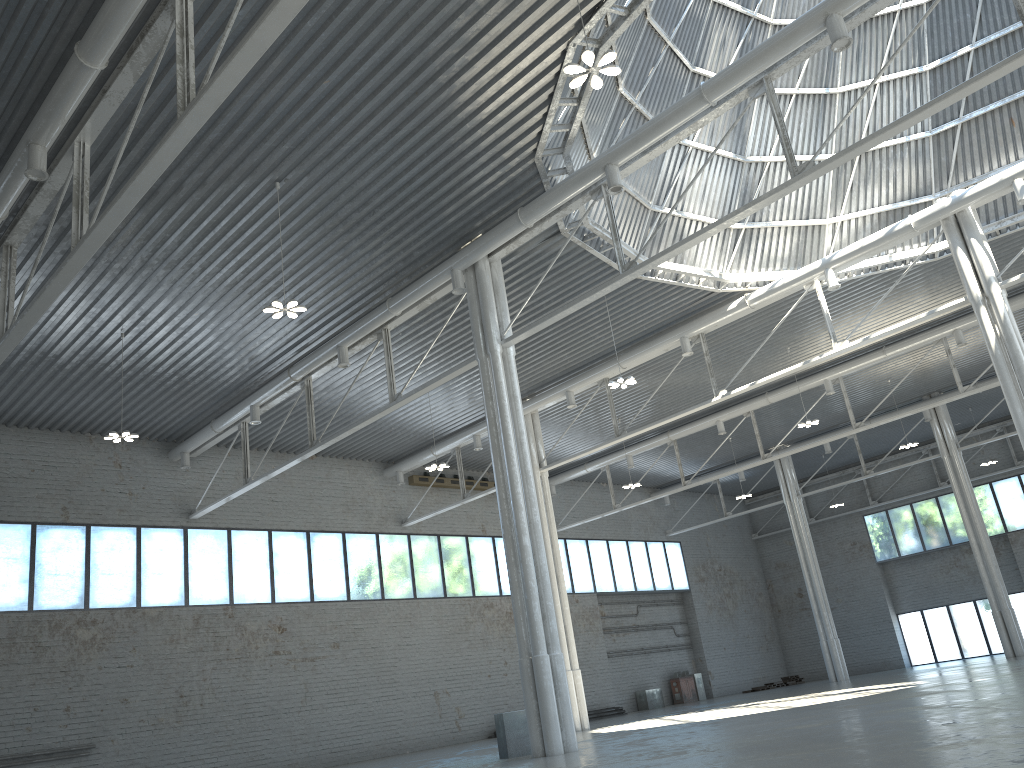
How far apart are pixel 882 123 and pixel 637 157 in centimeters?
1558cm
